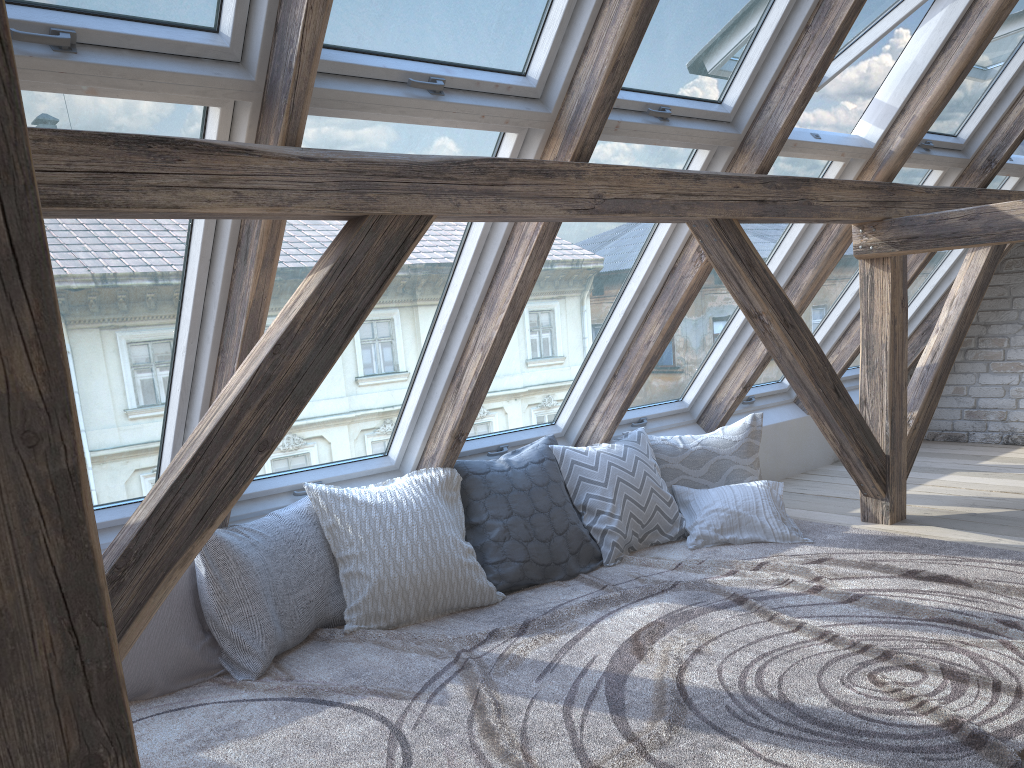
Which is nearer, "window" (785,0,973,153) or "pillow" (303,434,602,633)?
"pillow" (303,434,602,633)

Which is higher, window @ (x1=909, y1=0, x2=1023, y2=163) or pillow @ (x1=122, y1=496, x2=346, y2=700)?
window @ (x1=909, y1=0, x2=1023, y2=163)

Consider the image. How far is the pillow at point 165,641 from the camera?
2.6m

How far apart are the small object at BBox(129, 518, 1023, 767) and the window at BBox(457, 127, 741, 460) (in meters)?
0.65

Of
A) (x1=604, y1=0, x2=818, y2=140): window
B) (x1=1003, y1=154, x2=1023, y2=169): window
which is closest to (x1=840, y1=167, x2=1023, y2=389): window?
(x1=1003, y1=154, x2=1023, y2=169): window

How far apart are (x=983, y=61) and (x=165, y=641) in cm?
416

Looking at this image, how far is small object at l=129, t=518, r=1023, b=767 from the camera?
2.1m

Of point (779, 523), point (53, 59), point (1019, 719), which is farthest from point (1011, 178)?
point (53, 59)

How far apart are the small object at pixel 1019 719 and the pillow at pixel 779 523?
0.0 meters

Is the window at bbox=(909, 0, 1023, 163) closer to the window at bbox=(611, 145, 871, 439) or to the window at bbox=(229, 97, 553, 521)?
the window at bbox=(611, 145, 871, 439)
